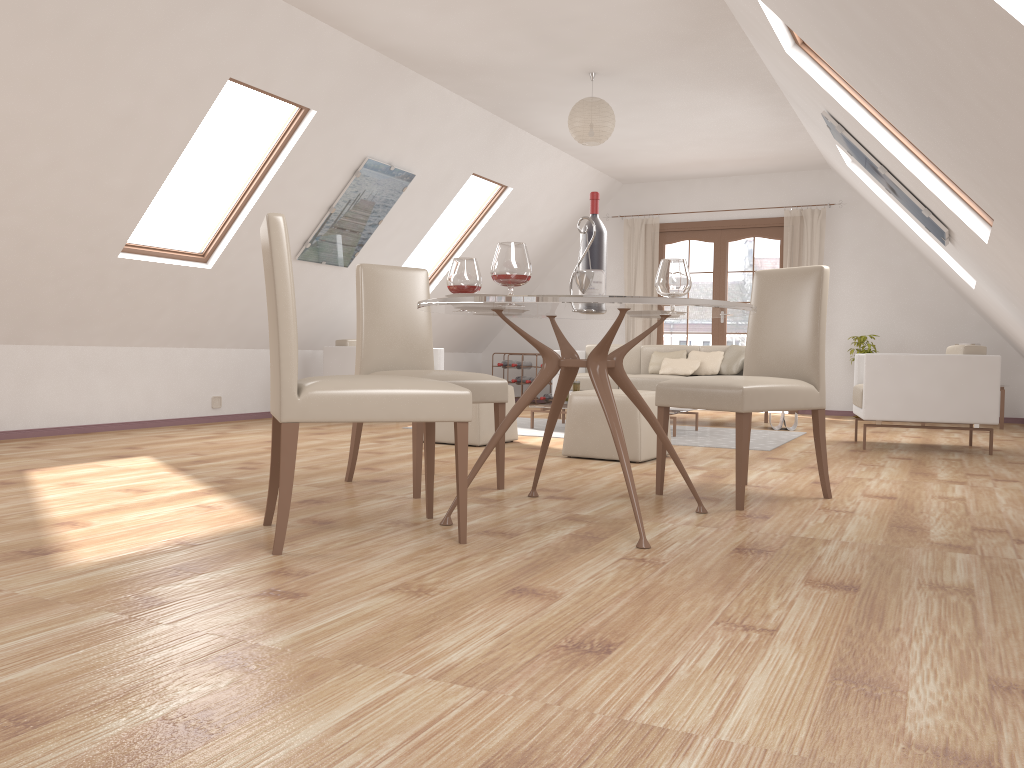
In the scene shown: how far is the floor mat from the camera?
6.07m

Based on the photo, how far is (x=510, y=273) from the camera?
2.83m

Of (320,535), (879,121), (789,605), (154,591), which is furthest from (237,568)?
(879,121)

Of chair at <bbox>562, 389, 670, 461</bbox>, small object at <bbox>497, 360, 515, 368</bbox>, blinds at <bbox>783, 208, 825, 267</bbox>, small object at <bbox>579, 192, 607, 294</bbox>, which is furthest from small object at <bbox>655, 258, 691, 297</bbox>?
small object at <bbox>497, 360, 515, 368</bbox>

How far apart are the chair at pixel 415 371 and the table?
0.2 meters

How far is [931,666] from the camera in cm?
172

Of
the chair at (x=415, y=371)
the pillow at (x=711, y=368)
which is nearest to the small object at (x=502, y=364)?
the pillow at (x=711, y=368)

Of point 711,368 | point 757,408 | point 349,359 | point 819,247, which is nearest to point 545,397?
point 711,368

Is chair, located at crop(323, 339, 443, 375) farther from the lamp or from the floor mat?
the lamp

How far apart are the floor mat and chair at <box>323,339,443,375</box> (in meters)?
0.90
